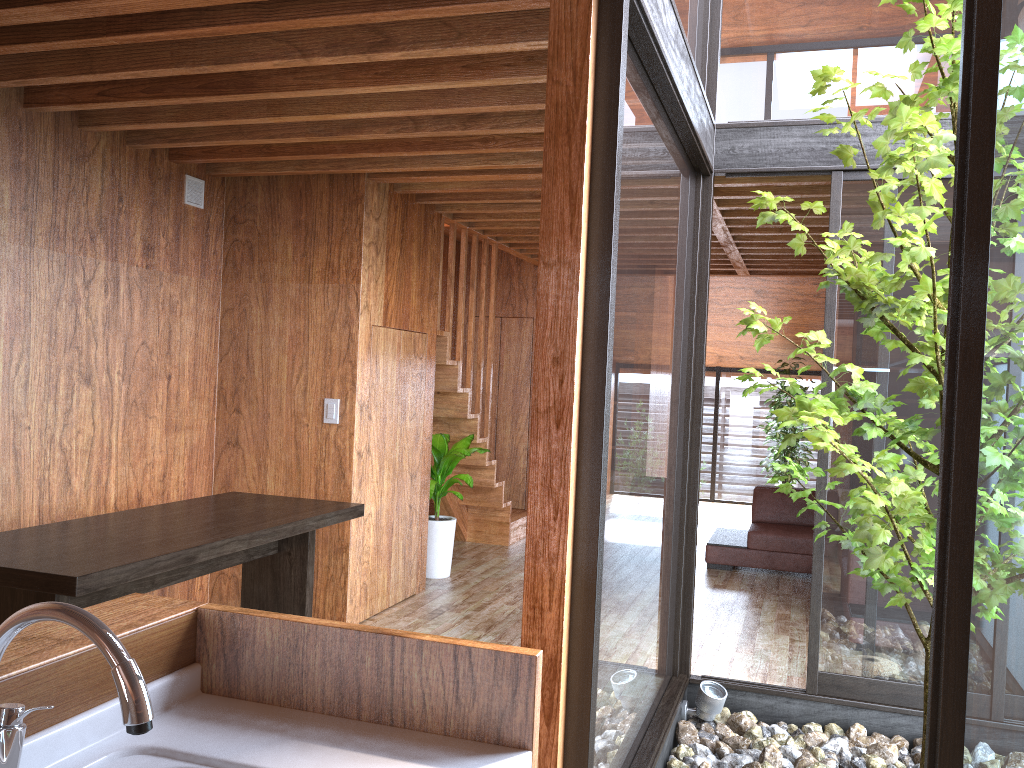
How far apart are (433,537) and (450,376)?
1.0m

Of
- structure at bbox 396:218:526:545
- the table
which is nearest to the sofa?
structure at bbox 396:218:526:545

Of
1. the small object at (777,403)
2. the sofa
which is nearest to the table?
the sofa

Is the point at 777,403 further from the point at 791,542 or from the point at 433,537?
the point at 433,537

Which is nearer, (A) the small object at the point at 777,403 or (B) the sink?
(B) the sink

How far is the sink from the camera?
0.9 meters

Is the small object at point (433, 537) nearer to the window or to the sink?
the window

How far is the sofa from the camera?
6.21m

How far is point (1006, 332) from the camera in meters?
1.8 m

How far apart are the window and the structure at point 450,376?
2.0 meters
